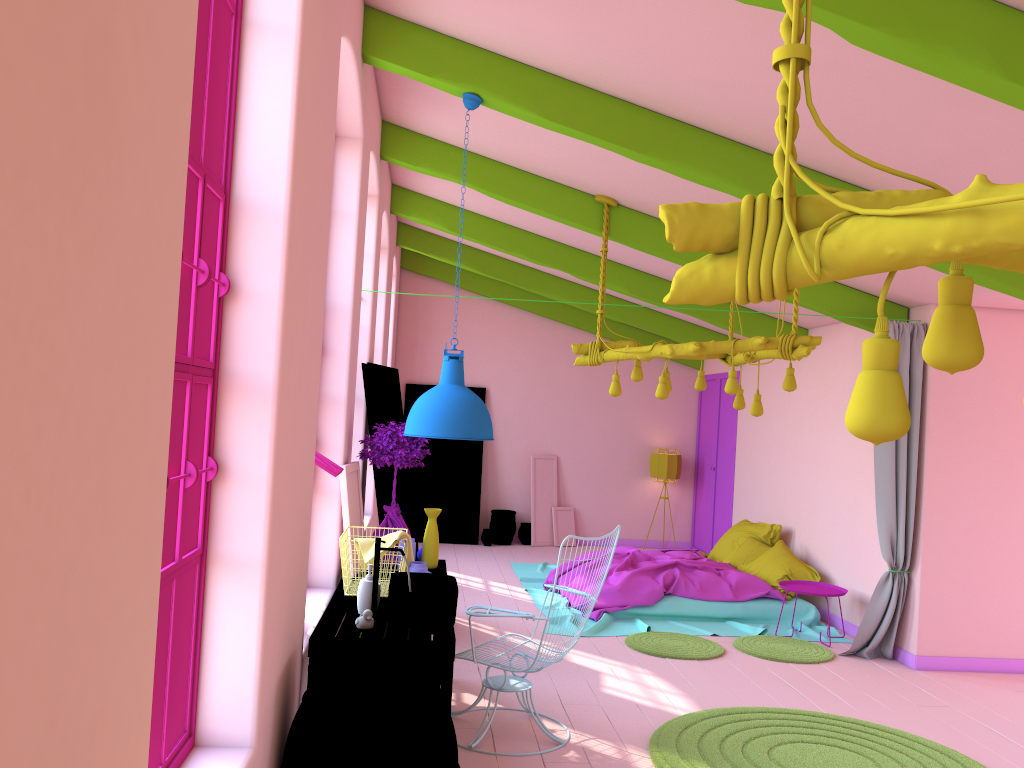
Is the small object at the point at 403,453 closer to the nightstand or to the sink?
the sink

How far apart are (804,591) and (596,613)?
1.86m

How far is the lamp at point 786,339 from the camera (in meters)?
6.22

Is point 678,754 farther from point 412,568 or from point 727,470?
point 727,470

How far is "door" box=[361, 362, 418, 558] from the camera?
7.0m

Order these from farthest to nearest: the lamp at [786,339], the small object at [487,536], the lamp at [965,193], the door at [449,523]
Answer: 1. the door at [449,523]
2. the small object at [487,536]
3. the lamp at [786,339]
4. the lamp at [965,193]

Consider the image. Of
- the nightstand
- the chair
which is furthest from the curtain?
the chair

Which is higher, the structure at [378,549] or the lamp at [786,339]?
the lamp at [786,339]

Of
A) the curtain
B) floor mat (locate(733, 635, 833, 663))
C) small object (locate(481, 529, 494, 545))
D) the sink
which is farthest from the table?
small object (locate(481, 529, 494, 545))

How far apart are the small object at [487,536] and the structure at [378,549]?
7.93m
